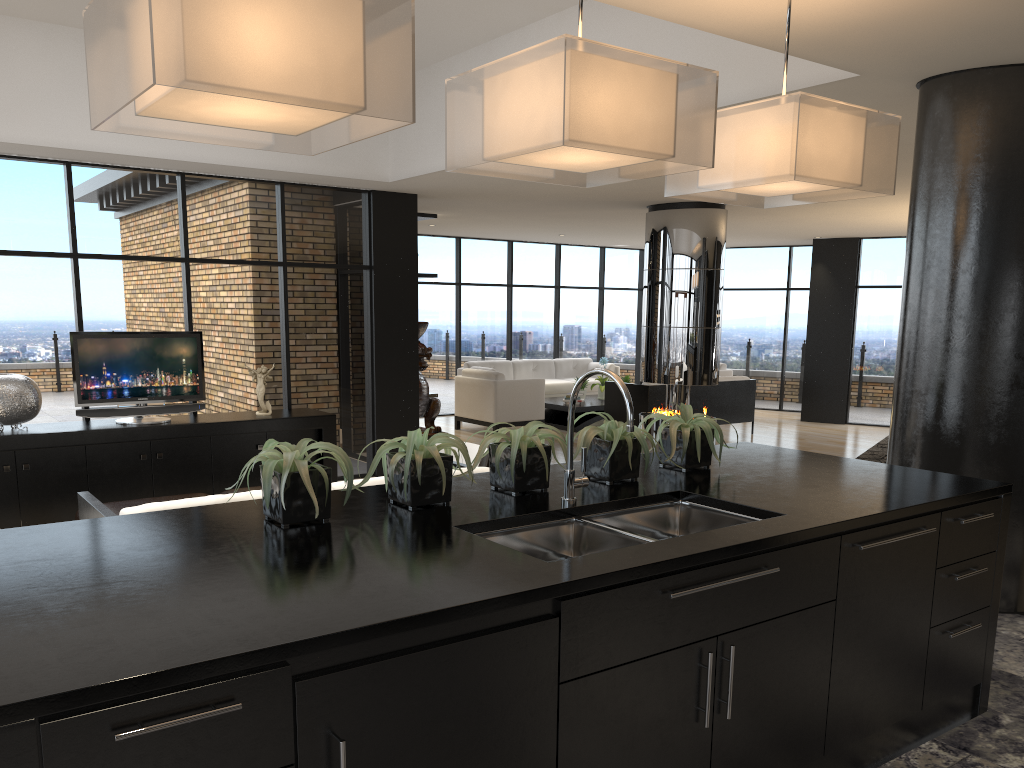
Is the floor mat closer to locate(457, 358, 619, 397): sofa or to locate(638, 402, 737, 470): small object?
locate(457, 358, 619, 397): sofa

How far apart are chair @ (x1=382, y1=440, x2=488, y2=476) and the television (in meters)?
2.39

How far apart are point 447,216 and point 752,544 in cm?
900

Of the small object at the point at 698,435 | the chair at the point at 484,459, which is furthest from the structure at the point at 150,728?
the chair at the point at 484,459

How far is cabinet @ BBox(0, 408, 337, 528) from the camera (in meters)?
6.33

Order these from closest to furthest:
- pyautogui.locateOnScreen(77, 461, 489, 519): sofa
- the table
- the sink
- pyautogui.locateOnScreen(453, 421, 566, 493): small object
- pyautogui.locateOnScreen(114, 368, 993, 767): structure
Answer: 1. pyautogui.locateOnScreen(114, 368, 993, 767): structure
2. the sink
3. pyautogui.locateOnScreen(453, 421, 566, 493): small object
4. pyautogui.locateOnScreen(77, 461, 489, 519): sofa
5. the table

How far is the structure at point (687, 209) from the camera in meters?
9.1

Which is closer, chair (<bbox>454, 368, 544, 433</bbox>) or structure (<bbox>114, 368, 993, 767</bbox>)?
structure (<bbox>114, 368, 993, 767</bbox>)

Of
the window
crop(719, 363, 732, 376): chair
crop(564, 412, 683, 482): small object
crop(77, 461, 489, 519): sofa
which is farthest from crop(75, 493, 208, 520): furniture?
crop(719, 363, 732, 376): chair

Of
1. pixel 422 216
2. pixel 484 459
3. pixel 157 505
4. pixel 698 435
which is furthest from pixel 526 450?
pixel 422 216
